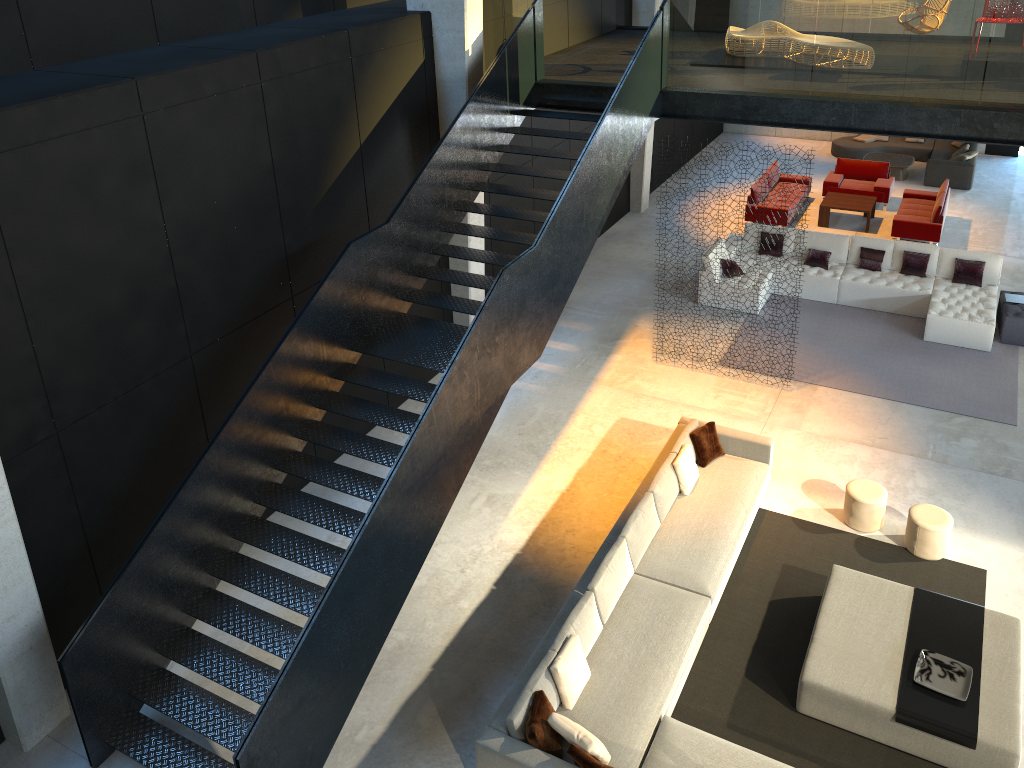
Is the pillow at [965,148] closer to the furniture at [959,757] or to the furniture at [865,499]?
the furniture at [865,499]

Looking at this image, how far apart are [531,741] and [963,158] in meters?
16.6

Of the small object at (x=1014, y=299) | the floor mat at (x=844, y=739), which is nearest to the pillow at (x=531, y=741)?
the floor mat at (x=844, y=739)

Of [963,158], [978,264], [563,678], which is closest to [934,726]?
[563,678]

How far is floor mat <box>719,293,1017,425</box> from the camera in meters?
11.3 m

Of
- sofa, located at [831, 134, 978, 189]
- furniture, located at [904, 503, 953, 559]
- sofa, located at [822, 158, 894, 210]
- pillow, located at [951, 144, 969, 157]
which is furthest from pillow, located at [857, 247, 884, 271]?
A: pillow, located at [951, 144, 969, 157]

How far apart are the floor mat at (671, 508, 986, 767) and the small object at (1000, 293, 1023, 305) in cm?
565

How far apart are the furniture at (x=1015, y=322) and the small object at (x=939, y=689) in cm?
682

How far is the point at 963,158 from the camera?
18.2m

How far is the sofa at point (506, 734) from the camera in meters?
6.6
